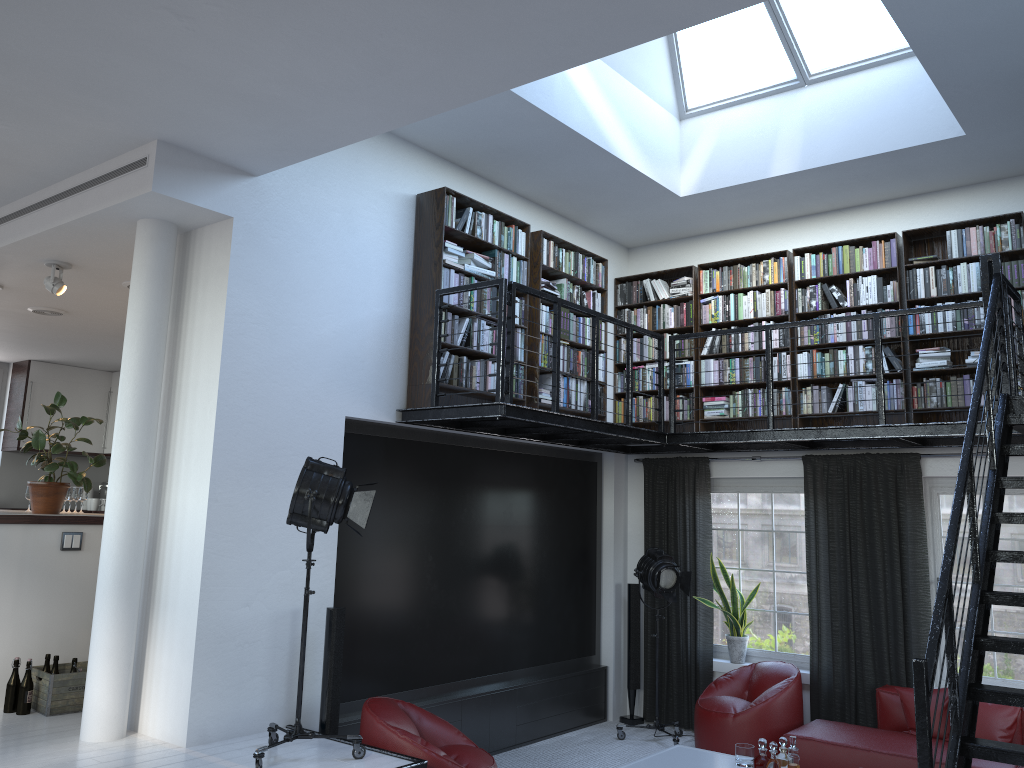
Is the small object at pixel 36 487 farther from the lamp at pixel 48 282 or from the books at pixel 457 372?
the books at pixel 457 372

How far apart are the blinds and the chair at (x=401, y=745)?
2.95m

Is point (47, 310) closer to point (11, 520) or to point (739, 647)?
point (11, 520)

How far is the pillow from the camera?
5.97m

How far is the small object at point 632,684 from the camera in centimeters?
809cm

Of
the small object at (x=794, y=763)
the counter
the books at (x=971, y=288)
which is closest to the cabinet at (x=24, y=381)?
the counter

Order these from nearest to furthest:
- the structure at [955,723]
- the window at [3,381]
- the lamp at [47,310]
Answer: the structure at [955,723] < the lamp at [47,310] < the window at [3,381]

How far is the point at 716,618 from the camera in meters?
8.1 m

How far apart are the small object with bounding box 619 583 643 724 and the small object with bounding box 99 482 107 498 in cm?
736

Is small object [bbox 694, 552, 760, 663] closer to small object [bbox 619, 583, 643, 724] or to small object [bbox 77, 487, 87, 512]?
small object [bbox 619, 583, 643, 724]
